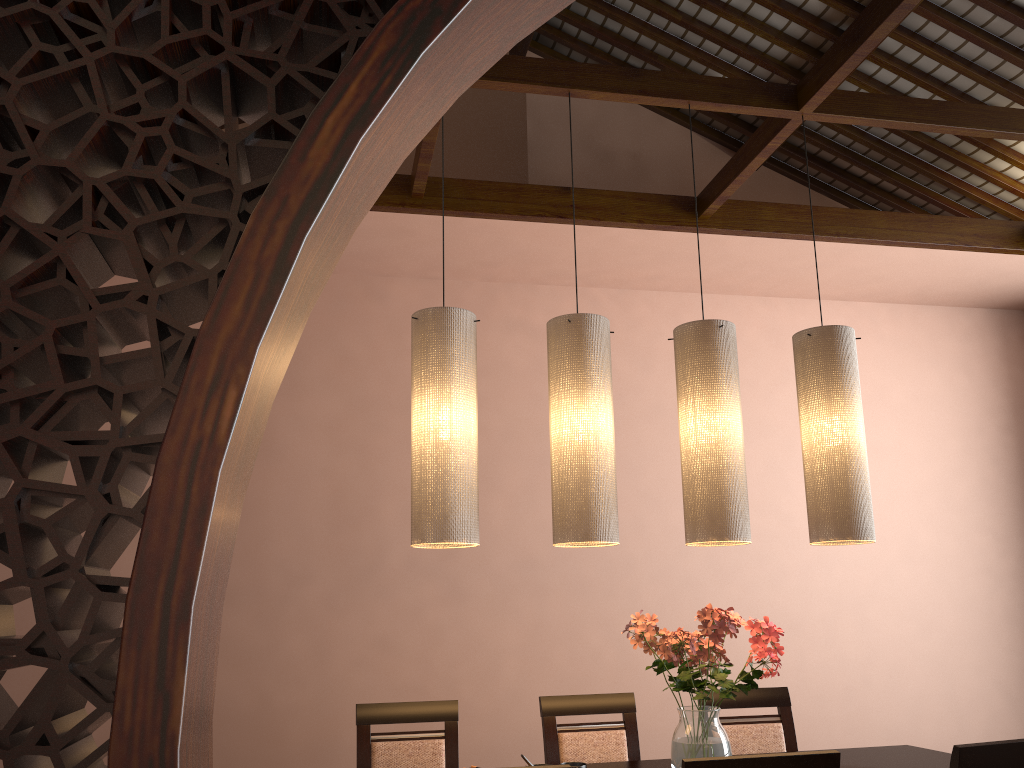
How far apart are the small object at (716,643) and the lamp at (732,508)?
0.2 meters

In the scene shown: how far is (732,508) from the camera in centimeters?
267cm

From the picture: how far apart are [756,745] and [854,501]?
1.1 meters

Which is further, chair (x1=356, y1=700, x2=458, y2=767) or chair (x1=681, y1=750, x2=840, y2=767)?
chair (x1=356, y1=700, x2=458, y2=767)

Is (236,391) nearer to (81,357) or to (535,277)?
(81,357)

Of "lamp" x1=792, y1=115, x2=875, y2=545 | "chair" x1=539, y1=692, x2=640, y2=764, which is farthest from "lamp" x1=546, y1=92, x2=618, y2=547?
"chair" x1=539, y1=692, x2=640, y2=764

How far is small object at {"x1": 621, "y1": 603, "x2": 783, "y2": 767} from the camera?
2.5m

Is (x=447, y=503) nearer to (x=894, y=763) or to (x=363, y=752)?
(x=363, y=752)

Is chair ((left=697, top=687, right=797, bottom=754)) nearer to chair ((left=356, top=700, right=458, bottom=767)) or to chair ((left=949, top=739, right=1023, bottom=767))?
chair ((left=356, top=700, right=458, bottom=767))

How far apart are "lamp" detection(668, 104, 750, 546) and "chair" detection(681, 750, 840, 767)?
0.8 meters
